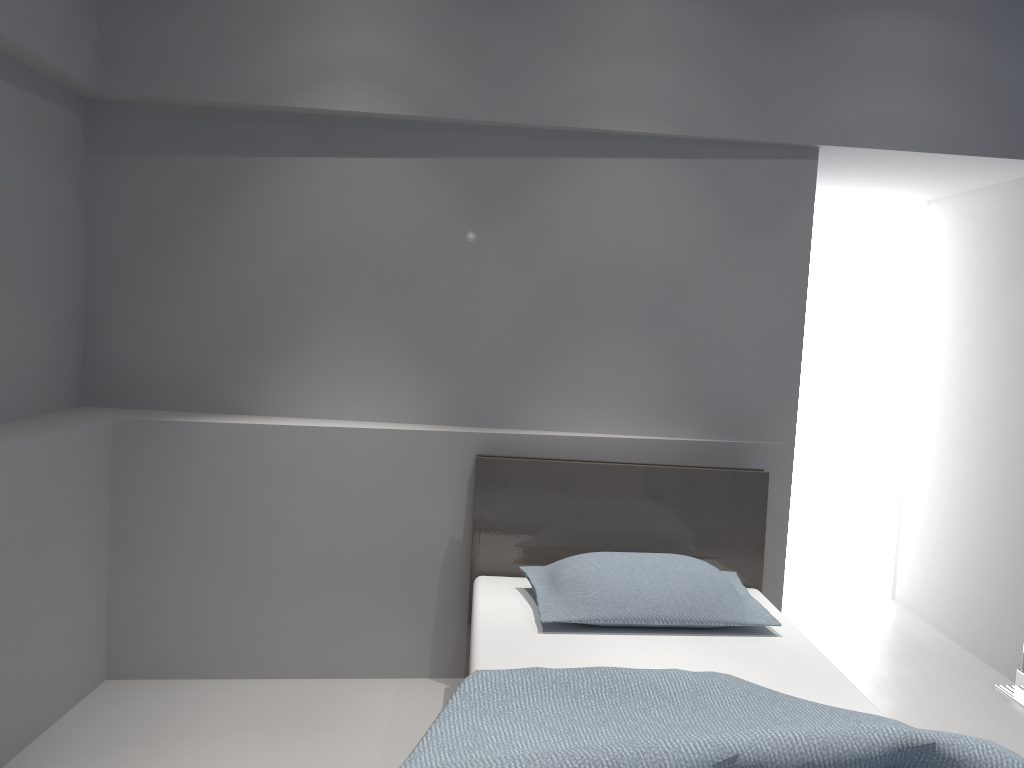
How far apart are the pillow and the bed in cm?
3

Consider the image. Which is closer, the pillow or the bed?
the bed

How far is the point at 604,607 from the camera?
2.6 meters

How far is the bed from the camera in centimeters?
159cm

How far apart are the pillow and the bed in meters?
0.0

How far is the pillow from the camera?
2.6 meters

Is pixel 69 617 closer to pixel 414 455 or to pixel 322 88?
pixel 414 455

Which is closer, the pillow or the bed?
the bed

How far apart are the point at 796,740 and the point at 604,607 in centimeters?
99cm

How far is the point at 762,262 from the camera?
3.3m
